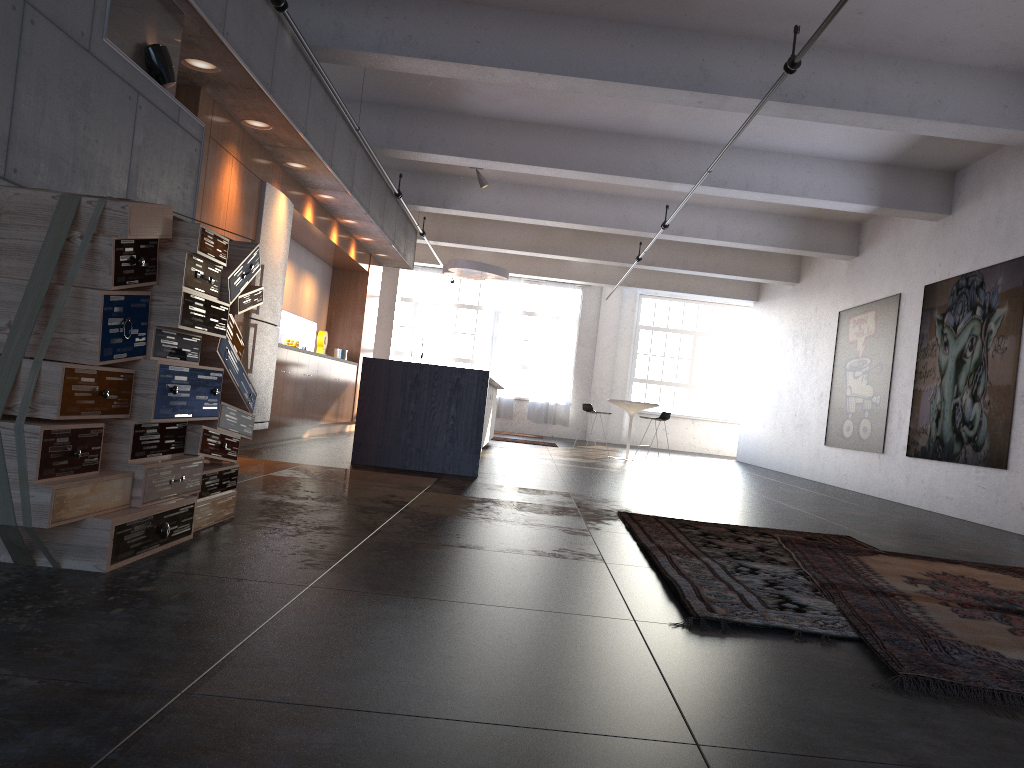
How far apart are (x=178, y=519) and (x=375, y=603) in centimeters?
107cm

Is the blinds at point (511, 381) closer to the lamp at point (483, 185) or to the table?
the table

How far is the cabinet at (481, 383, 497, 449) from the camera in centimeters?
1172cm

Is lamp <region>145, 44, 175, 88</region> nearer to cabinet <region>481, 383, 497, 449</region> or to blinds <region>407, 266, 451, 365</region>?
cabinet <region>481, 383, 497, 449</region>

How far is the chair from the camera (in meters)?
13.94

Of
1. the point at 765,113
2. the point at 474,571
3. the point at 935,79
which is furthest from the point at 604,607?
the point at 935,79

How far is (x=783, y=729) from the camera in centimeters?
203cm

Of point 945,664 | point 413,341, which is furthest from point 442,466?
point 413,341

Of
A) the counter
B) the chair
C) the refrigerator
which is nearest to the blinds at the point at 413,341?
the chair

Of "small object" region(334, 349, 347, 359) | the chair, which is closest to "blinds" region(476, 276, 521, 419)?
the chair
